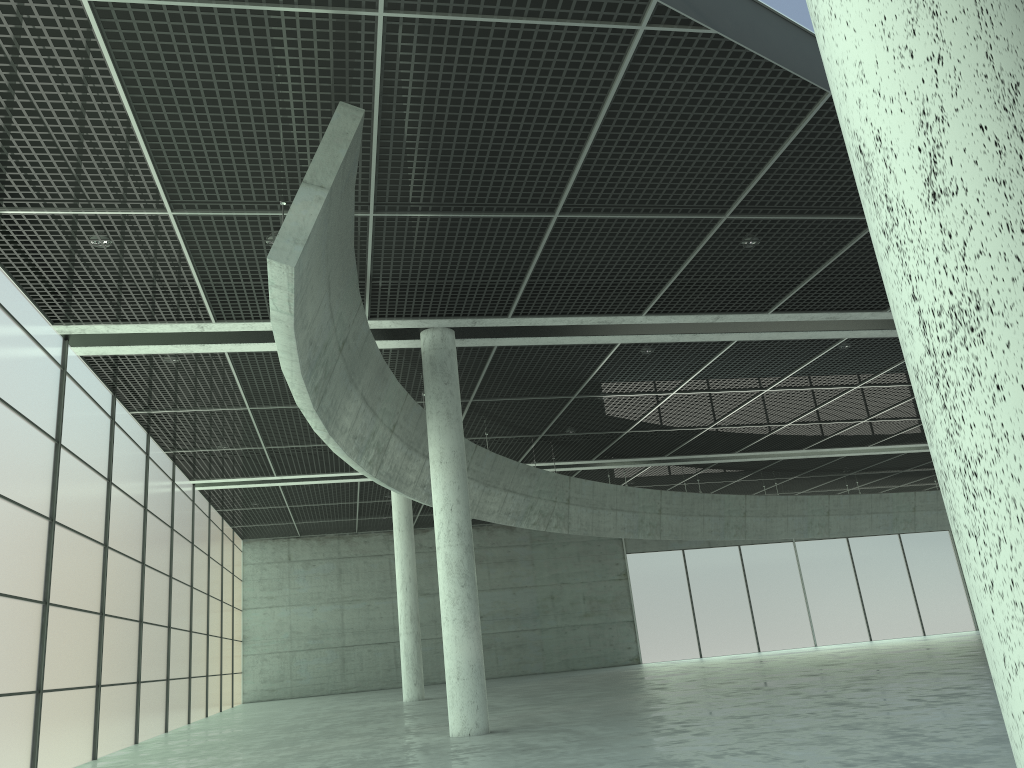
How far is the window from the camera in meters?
23.8

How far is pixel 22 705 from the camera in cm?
2376

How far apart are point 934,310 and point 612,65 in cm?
1709

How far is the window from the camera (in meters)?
23.76
